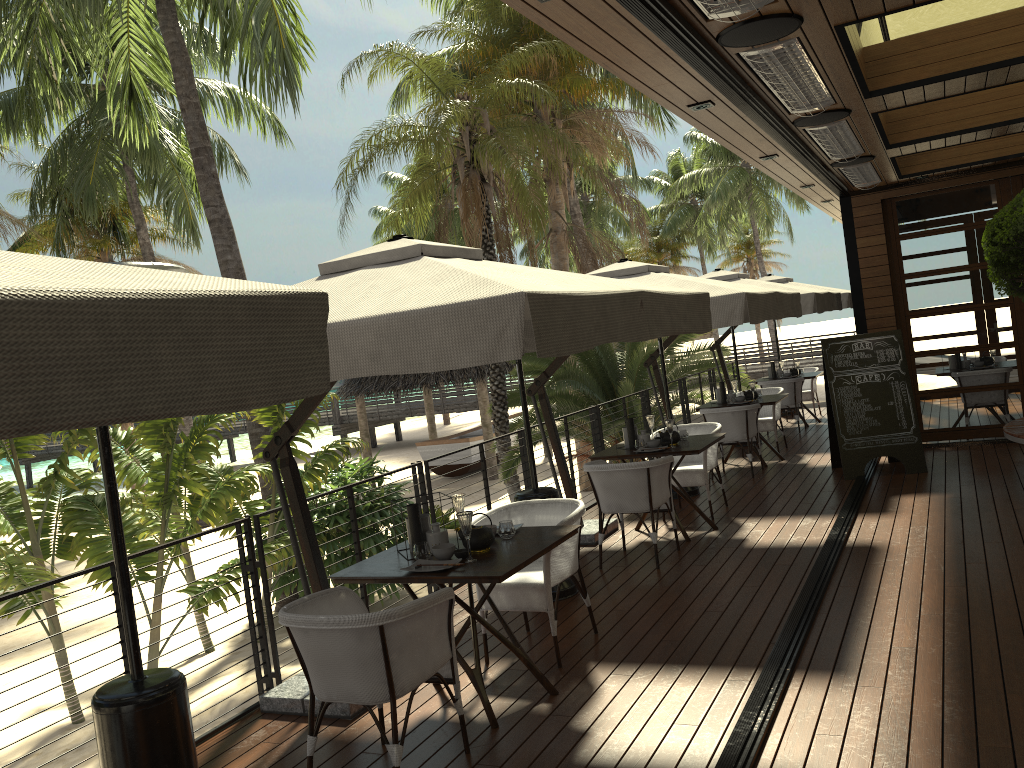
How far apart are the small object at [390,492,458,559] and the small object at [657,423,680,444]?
3.23m

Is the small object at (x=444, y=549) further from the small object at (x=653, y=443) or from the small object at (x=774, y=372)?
the small object at (x=774, y=372)

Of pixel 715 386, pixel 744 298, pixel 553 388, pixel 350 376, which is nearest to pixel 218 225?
pixel 553 388

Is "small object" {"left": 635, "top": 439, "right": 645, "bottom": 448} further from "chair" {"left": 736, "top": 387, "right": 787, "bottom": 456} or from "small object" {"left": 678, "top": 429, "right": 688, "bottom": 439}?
"chair" {"left": 736, "top": 387, "right": 787, "bottom": 456}

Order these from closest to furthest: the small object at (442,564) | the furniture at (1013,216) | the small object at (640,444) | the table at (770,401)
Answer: the small object at (442,564) < the furniture at (1013,216) < the small object at (640,444) < the table at (770,401)

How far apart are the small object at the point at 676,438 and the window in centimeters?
433cm

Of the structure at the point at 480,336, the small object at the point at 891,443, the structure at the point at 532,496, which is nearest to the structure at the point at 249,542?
the structure at the point at 480,336

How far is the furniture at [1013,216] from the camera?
6.6m

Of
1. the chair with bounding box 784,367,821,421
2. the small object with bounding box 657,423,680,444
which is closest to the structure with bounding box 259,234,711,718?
the small object with bounding box 657,423,680,444

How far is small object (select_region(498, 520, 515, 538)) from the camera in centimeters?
449cm
